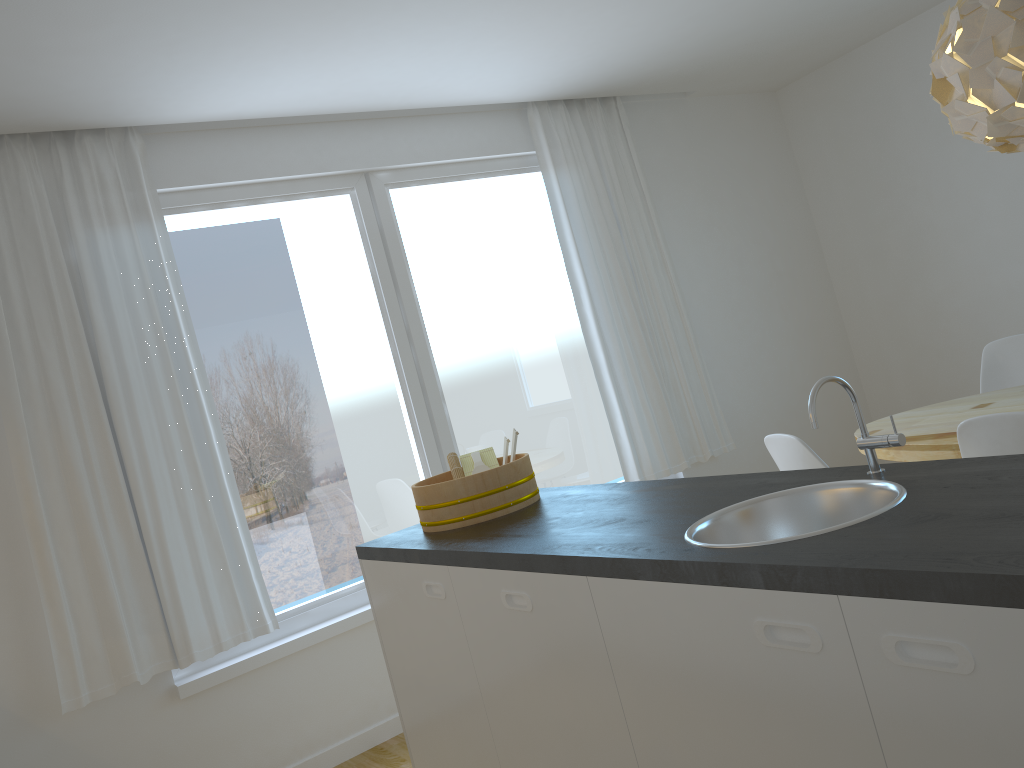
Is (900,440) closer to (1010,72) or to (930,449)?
(930,449)

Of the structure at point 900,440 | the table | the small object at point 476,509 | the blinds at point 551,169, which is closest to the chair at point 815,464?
the table

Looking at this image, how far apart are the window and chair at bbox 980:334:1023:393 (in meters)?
1.81

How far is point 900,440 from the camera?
1.73m

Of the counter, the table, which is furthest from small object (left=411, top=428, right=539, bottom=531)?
the table

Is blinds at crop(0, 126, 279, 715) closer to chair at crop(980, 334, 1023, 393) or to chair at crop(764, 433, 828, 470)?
chair at crop(764, 433, 828, 470)

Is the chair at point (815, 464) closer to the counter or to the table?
the table

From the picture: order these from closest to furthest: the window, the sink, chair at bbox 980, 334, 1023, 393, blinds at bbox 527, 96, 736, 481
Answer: the sink
the window
chair at bbox 980, 334, 1023, 393
blinds at bbox 527, 96, 736, 481

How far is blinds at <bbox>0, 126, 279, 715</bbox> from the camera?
3.2m

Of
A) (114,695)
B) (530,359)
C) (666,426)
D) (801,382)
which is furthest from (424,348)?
(801,382)
